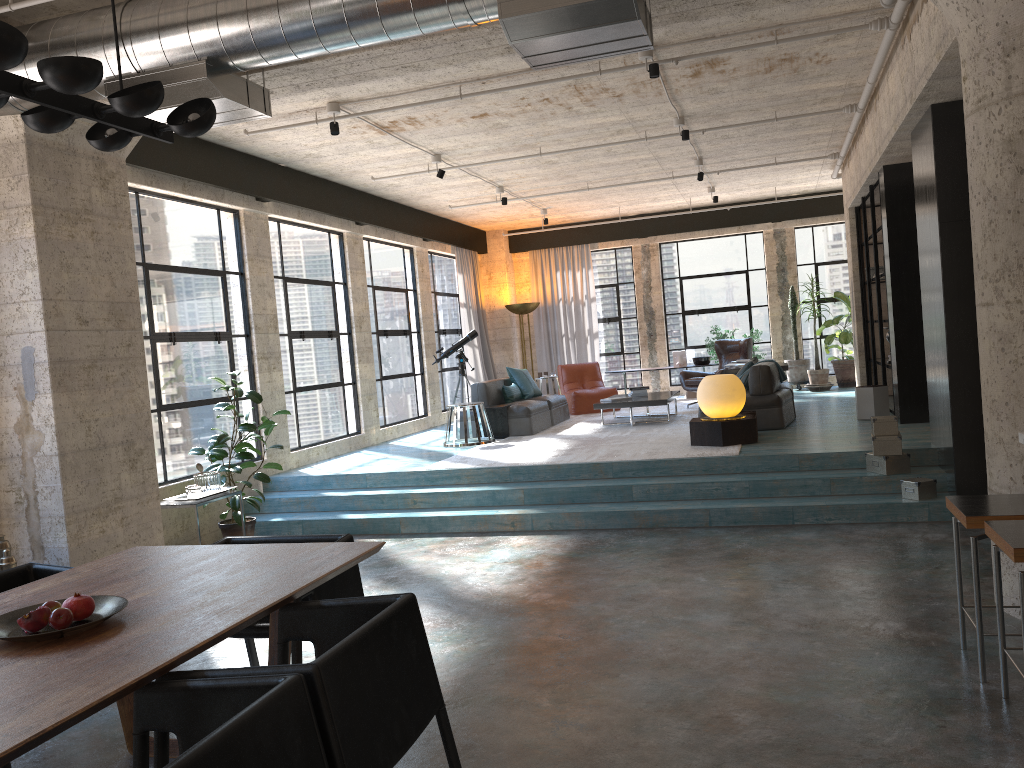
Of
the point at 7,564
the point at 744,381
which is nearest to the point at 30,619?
the point at 7,564

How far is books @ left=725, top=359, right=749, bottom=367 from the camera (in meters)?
11.37

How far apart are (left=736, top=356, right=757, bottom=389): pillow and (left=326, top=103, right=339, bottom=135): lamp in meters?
5.3

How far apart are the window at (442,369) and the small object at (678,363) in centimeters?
363cm

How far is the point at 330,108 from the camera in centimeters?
722cm

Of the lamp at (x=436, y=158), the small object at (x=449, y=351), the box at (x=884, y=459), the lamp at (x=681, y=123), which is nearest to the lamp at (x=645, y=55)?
the lamp at (x=681, y=123)

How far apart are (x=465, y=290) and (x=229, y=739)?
12.9 meters

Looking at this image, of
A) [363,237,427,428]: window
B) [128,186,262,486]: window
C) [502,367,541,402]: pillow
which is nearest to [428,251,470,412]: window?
[363,237,427,428]: window

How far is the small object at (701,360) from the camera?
14.6 meters

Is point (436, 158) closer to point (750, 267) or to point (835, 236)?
point (750, 267)
